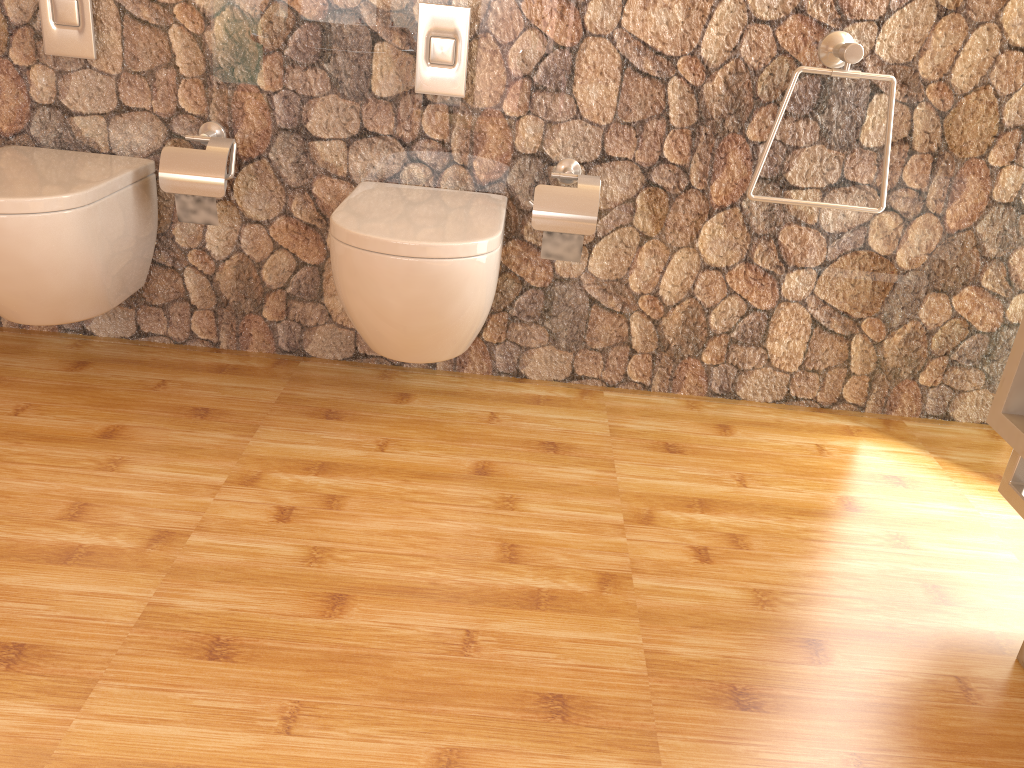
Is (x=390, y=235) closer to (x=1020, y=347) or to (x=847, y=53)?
(x=847, y=53)

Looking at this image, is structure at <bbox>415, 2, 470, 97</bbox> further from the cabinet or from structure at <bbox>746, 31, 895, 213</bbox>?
the cabinet

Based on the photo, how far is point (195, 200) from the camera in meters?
2.1

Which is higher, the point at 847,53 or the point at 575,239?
the point at 847,53

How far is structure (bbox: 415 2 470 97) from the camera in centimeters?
204cm

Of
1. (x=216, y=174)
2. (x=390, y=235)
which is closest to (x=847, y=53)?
(x=390, y=235)

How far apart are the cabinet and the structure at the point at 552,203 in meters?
0.9

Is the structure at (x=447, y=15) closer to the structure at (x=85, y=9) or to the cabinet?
the structure at (x=85, y=9)

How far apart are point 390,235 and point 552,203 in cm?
47

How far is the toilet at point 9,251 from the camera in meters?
1.8 m
